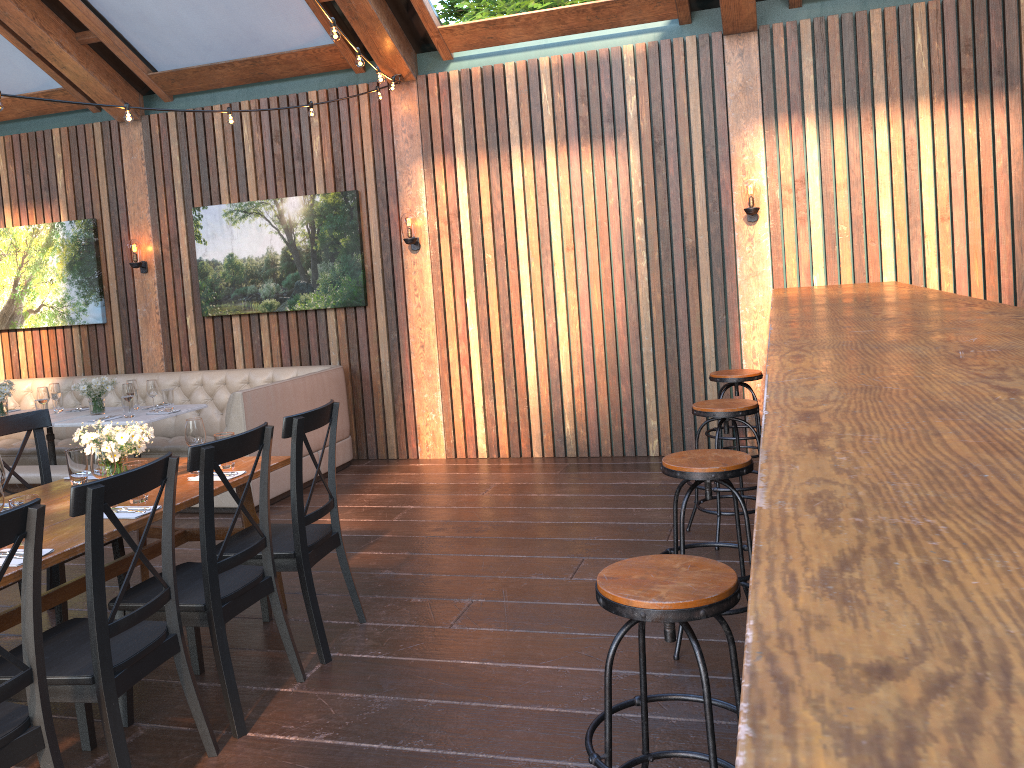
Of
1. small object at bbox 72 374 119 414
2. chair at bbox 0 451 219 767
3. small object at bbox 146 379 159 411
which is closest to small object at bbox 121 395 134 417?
small object at bbox 146 379 159 411

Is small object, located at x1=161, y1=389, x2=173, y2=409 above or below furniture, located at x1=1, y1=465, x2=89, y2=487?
above

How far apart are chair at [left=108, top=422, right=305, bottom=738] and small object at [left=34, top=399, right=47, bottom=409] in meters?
4.0 m

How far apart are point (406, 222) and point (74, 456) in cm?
385

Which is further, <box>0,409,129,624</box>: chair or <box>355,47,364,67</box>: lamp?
<box>355,47,364,67</box>: lamp

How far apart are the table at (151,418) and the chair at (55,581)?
2.0m

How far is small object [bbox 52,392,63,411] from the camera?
7.28m

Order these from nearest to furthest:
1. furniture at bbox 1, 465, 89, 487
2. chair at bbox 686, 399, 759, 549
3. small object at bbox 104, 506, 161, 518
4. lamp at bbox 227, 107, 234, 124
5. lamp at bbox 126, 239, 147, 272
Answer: small object at bbox 104, 506, 161, 518
chair at bbox 686, 399, 759, 549
lamp at bbox 227, 107, 234, 124
furniture at bbox 1, 465, 89, 487
lamp at bbox 126, 239, 147, 272

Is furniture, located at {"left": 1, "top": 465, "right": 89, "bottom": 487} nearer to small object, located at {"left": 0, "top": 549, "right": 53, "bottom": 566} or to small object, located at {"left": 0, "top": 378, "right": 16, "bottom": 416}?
small object, located at {"left": 0, "top": 378, "right": 16, "bottom": 416}

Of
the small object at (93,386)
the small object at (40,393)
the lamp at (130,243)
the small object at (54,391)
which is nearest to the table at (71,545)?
the small object at (93,386)
